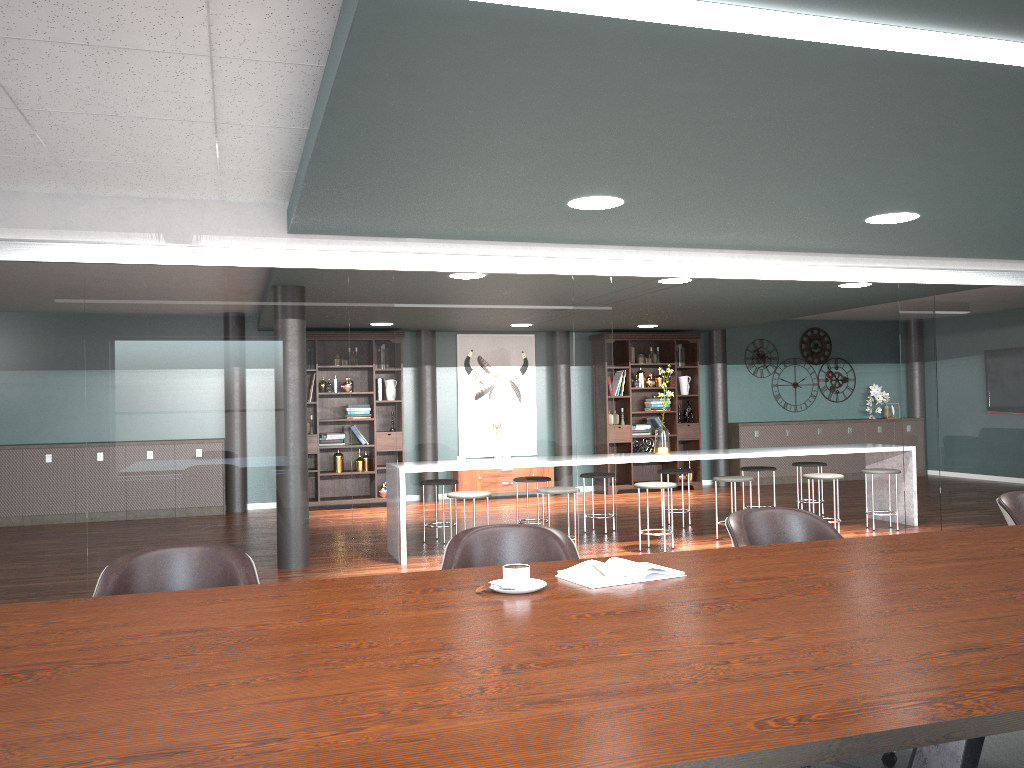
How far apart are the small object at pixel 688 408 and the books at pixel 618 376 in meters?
1.0 m

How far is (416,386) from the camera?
4.77m

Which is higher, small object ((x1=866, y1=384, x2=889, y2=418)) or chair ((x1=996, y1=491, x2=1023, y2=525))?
small object ((x1=866, y1=384, x2=889, y2=418))

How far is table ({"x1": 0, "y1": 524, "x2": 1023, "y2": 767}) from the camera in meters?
1.2

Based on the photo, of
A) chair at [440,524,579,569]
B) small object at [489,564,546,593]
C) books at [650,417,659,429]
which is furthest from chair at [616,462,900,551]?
small object at [489,564,546,593]

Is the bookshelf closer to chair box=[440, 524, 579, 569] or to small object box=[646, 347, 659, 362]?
small object box=[646, 347, 659, 362]

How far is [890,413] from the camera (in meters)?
12.39

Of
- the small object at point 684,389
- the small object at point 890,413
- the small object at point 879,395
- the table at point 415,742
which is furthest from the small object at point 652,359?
Answer: the table at point 415,742

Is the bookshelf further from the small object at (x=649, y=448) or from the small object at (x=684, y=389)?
the small object at (x=649, y=448)

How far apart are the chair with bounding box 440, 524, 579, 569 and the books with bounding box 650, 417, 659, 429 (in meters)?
8.50
